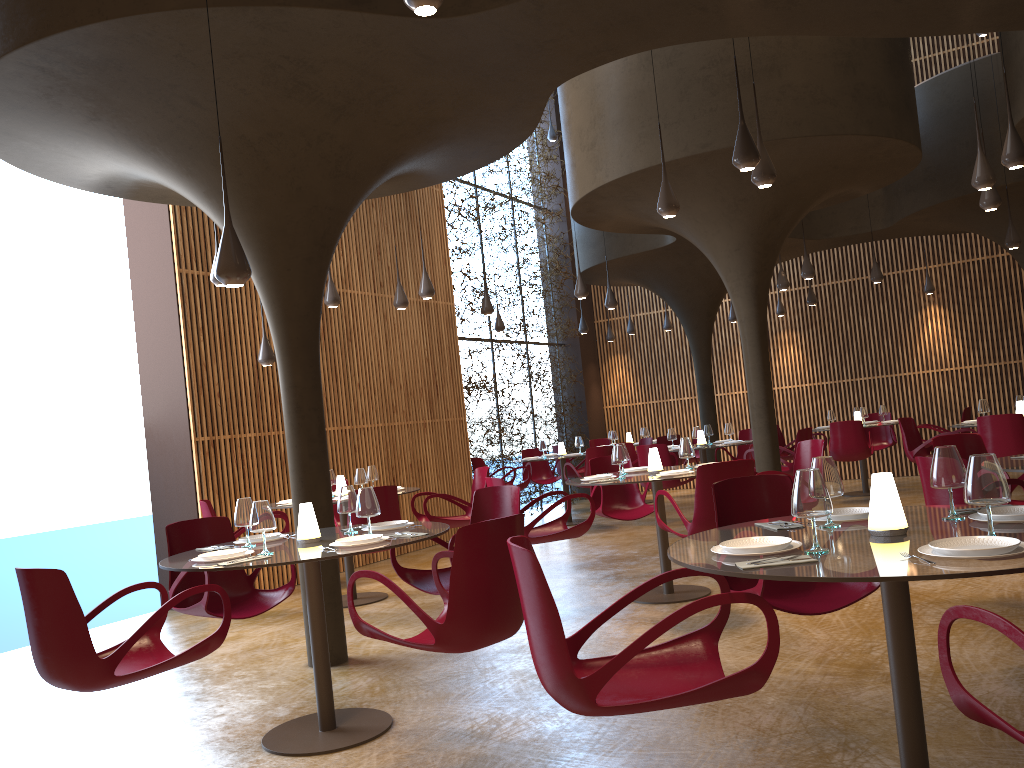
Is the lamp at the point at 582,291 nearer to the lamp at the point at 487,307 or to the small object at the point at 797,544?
the lamp at the point at 487,307

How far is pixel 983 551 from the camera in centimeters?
270cm

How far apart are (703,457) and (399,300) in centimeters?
507cm

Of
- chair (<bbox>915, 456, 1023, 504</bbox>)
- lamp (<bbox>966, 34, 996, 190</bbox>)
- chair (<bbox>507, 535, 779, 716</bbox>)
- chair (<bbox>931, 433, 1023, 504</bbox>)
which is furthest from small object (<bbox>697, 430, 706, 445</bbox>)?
chair (<bbox>507, 535, 779, 716</bbox>)

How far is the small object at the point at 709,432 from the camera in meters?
13.3 m

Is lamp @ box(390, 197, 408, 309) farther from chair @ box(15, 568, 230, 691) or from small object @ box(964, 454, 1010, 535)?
small object @ box(964, 454, 1010, 535)

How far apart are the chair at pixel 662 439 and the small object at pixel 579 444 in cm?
179

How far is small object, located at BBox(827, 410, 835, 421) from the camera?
14.6 meters

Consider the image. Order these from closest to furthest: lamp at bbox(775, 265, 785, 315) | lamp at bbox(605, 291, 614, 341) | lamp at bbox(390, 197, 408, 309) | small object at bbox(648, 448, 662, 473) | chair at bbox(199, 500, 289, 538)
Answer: small object at bbox(648, 448, 662, 473) → chair at bbox(199, 500, 289, 538) → lamp at bbox(390, 197, 408, 309) → lamp at bbox(775, 265, 785, 315) → lamp at bbox(605, 291, 614, 341)

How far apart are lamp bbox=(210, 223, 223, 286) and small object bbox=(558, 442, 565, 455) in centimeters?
753cm
